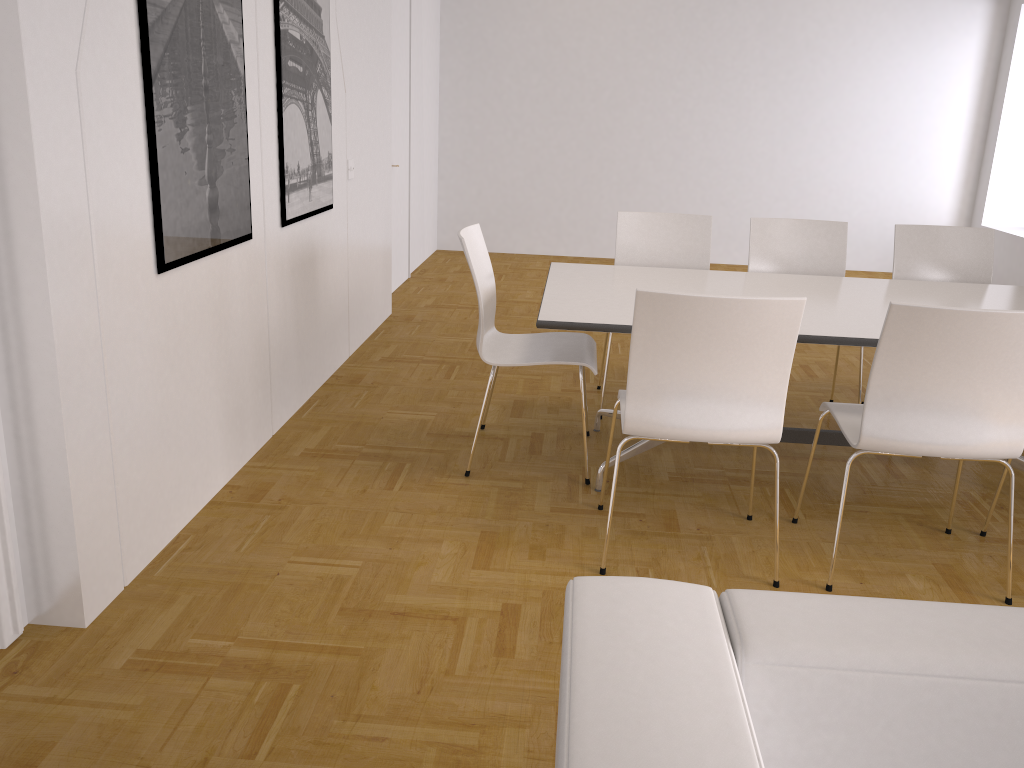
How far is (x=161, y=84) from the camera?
2.61m

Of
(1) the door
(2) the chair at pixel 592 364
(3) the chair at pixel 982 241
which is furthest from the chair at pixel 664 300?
(1) the door

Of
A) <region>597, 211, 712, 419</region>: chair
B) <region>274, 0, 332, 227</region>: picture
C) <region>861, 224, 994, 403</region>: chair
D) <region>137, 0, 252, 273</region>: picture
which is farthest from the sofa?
<region>861, 224, 994, 403</region>: chair

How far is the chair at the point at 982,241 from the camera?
4.3 meters

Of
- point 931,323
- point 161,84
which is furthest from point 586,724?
point 161,84

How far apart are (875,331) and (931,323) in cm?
56

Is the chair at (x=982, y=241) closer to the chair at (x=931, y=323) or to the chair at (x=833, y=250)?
the chair at (x=833, y=250)

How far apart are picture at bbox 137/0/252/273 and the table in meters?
1.2 m

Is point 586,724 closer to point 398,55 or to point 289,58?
point 289,58

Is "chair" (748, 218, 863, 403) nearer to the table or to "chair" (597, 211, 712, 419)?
"chair" (597, 211, 712, 419)
